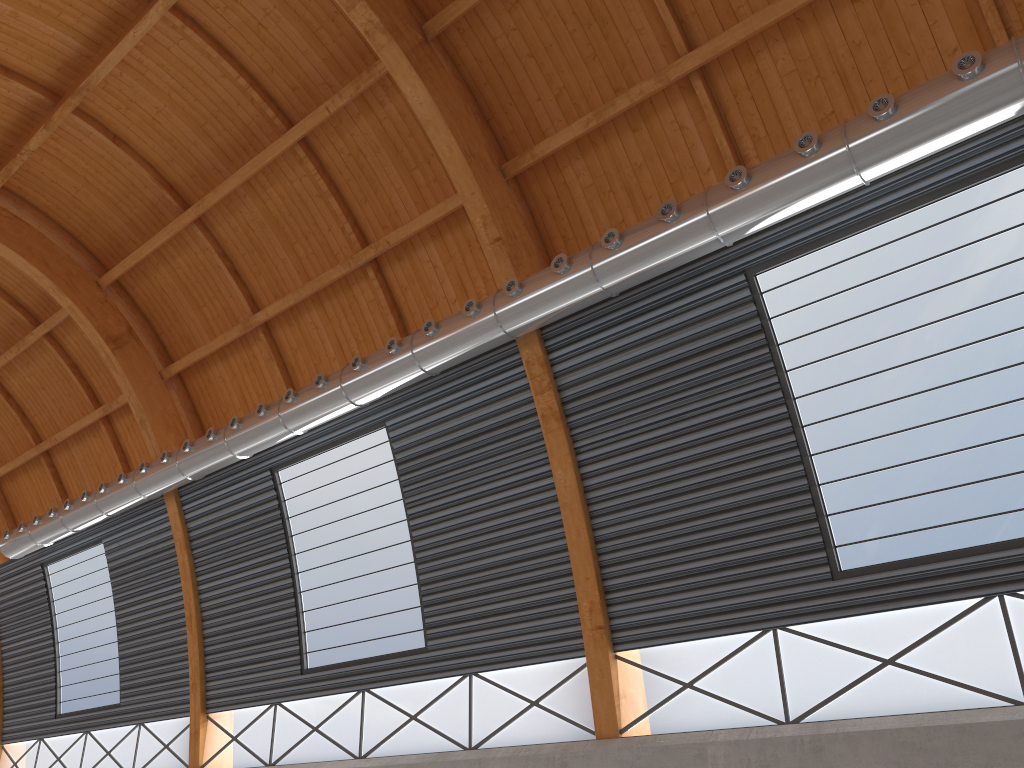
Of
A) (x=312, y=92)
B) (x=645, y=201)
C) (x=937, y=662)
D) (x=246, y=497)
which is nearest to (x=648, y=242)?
(x=645, y=201)
